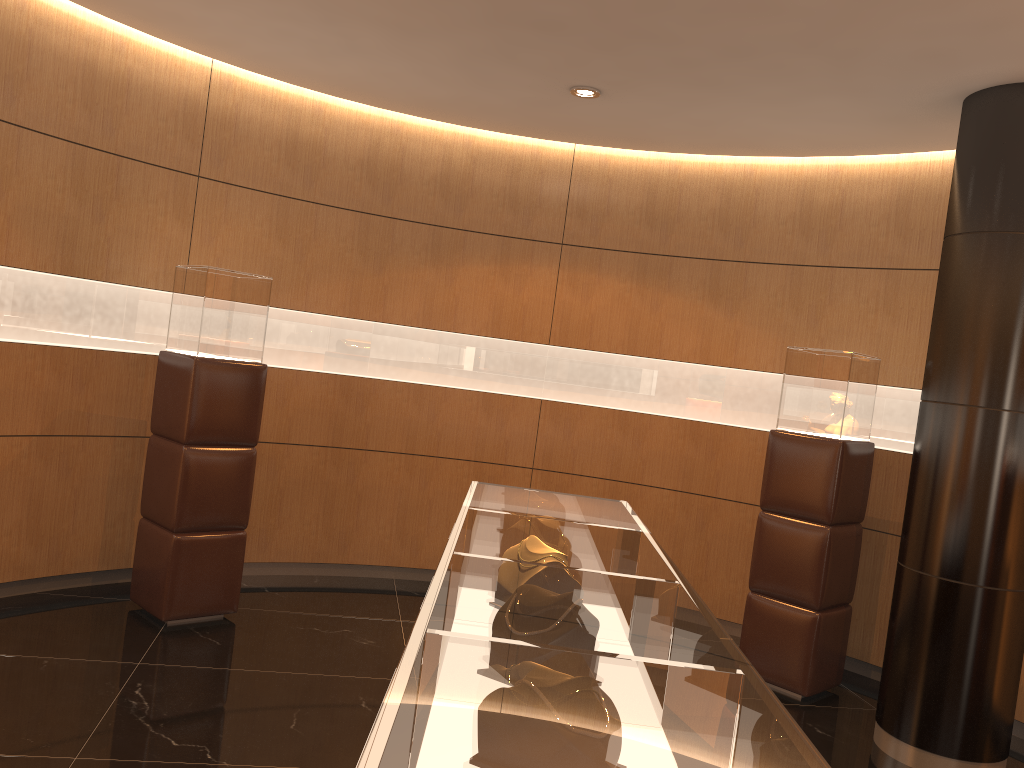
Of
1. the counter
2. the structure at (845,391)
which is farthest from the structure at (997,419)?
the counter

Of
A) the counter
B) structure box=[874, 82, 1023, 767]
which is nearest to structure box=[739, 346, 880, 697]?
structure box=[874, 82, 1023, 767]

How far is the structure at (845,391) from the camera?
5.0m

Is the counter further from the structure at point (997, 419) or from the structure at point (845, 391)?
the structure at point (845, 391)

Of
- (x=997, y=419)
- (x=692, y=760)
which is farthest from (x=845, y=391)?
(x=692, y=760)

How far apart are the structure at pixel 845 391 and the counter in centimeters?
217cm

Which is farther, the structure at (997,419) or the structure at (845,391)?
the structure at (845,391)

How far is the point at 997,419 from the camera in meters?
4.2 m

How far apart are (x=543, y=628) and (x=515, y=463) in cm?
493

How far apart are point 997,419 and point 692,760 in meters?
3.7 m
